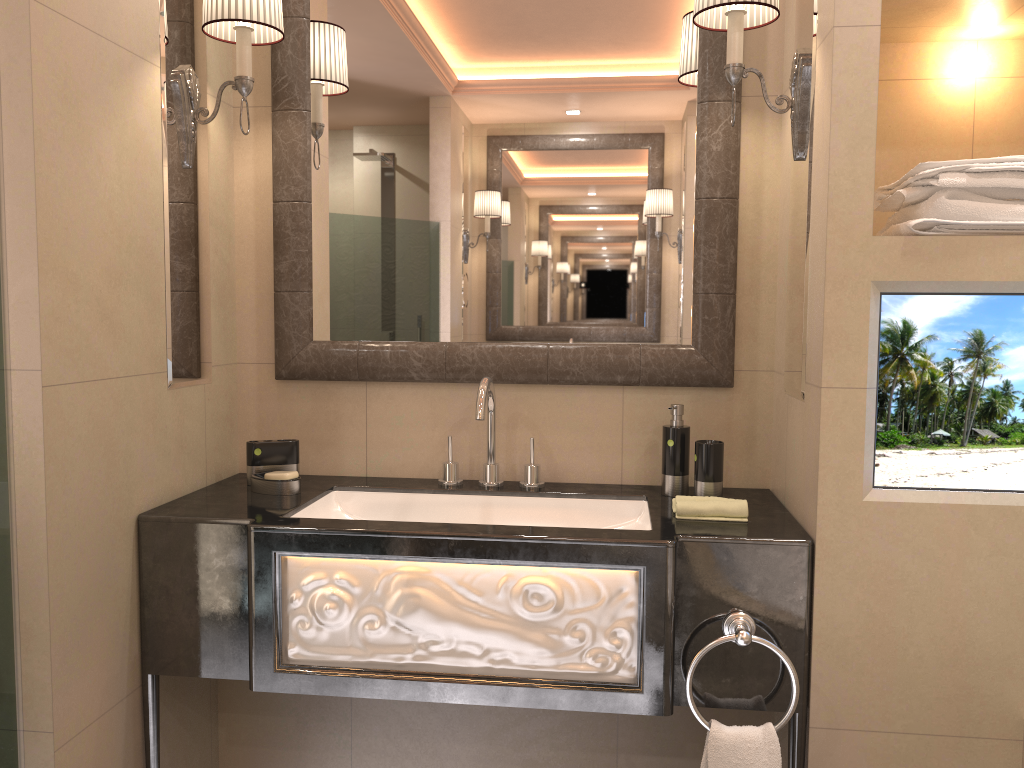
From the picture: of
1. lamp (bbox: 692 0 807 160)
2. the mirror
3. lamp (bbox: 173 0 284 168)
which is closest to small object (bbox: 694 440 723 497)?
the mirror

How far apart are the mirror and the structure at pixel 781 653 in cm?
62

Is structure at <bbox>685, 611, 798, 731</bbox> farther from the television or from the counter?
the television

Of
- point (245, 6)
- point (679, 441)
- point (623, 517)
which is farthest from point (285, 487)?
point (245, 6)

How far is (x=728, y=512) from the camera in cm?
178

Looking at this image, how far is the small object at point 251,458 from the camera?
2.10m

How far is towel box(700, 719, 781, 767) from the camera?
1.59m

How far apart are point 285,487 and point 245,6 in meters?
1.0 m

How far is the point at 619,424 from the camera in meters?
2.2 m

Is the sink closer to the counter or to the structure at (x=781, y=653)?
the counter
